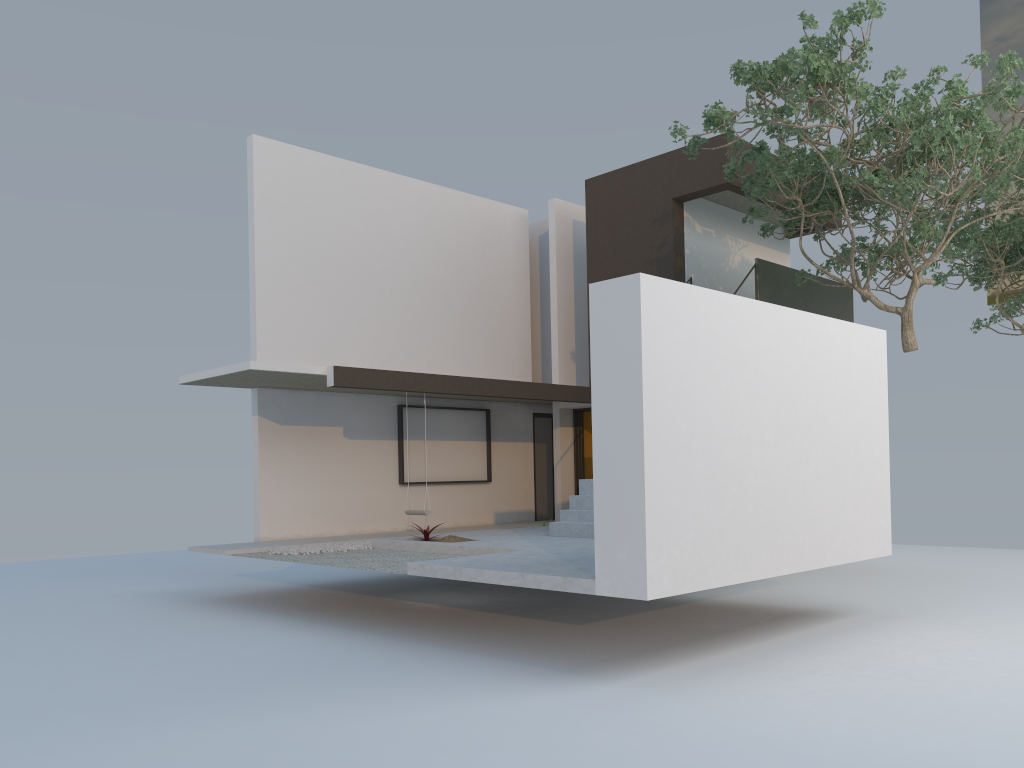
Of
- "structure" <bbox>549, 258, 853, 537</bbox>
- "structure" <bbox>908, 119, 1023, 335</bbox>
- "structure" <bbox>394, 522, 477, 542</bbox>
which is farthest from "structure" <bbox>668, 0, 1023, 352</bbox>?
"structure" <bbox>394, 522, 477, 542</bbox>

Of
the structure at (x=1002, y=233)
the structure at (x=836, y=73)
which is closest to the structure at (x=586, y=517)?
the structure at (x=836, y=73)

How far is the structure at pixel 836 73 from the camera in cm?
948

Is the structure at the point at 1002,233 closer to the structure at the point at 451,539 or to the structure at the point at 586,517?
the structure at the point at 586,517

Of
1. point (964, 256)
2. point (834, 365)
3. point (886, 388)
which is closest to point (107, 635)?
point (834, 365)

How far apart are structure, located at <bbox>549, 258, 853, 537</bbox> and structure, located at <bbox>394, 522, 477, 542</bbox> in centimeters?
130cm

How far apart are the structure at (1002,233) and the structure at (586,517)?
1.82m

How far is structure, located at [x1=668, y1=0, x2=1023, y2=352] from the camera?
9.5m

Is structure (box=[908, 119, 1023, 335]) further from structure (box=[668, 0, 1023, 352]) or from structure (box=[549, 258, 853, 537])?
structure (box=[549, 258, 853, 537])

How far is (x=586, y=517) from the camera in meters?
11.2 m
